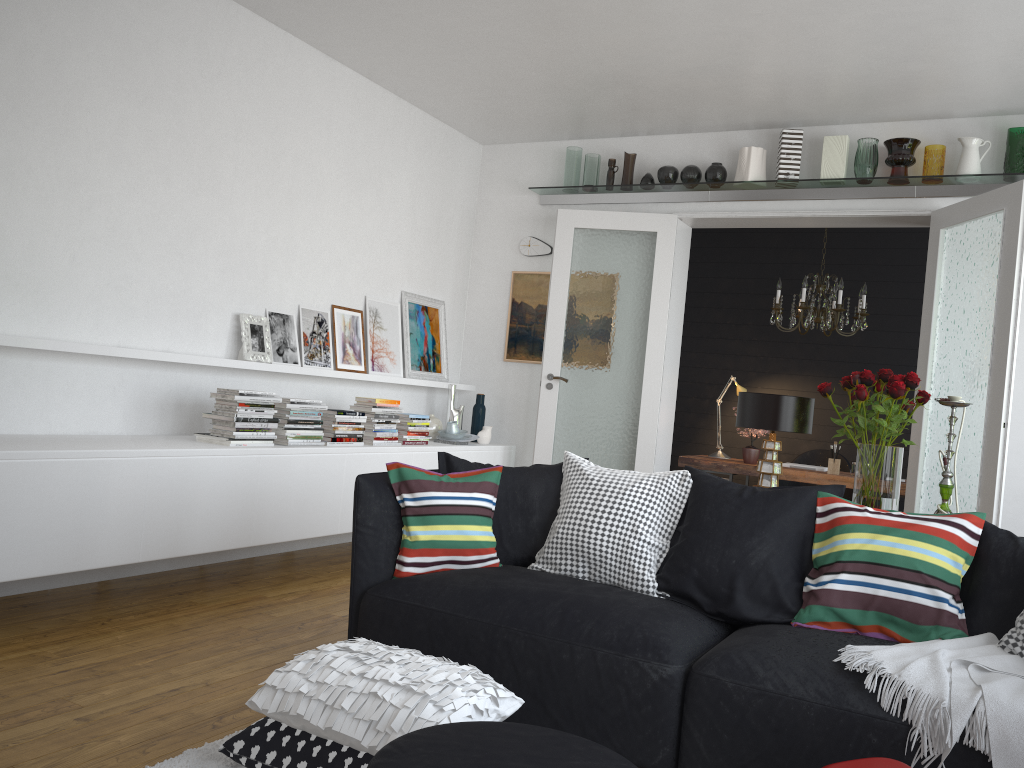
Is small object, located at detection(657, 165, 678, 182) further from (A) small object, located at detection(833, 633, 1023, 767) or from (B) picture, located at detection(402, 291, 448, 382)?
(A) small object, located at detection(833, 633, 1023, 767)

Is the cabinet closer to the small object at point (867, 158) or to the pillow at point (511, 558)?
the pillow at point (511, 558)

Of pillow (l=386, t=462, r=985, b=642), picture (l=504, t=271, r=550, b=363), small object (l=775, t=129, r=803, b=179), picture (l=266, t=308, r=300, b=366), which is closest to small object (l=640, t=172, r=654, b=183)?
small object (l=775, t=129, r=803, b=179)

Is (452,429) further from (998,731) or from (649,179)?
(998,731)

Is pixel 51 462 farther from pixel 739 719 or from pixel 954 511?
pixel 954 511

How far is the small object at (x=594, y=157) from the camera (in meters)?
6.48

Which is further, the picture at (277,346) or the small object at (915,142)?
the small object at (915,142)

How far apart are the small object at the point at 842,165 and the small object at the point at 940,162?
0.5 meters

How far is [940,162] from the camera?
5.4m

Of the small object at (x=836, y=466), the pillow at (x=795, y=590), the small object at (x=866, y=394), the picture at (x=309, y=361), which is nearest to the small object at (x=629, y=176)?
the picture at (x=309, y=361)
